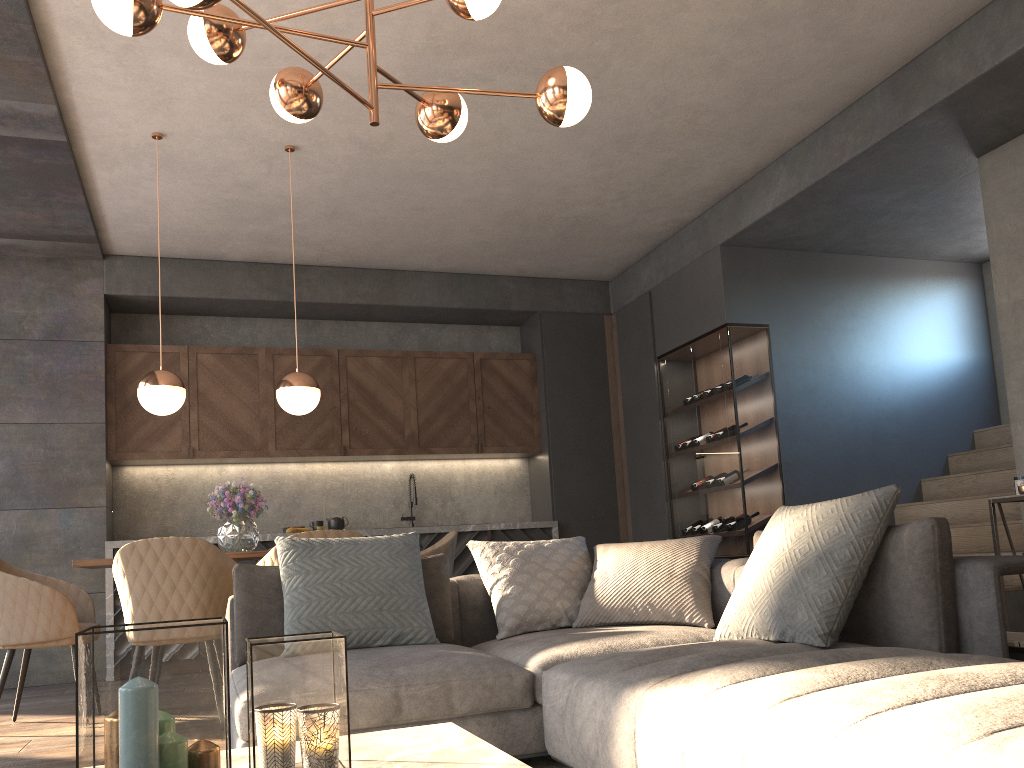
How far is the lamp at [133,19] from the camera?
2.58m

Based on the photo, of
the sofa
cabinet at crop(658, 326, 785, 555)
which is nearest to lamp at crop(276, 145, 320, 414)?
the sofa

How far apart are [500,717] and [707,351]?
4.3 meters

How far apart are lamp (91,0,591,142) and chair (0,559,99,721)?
2.4m

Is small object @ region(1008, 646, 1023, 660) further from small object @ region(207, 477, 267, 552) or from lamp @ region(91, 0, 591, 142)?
small object @ region(207, 477, 267, 552)

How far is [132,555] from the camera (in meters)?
3.71

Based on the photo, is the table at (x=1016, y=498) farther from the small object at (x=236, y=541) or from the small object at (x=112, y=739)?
the small object at (x=112, y=739)

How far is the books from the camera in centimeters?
236cm

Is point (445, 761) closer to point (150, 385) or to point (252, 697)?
point (252, 697)

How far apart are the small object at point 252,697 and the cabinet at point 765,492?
4.8m
